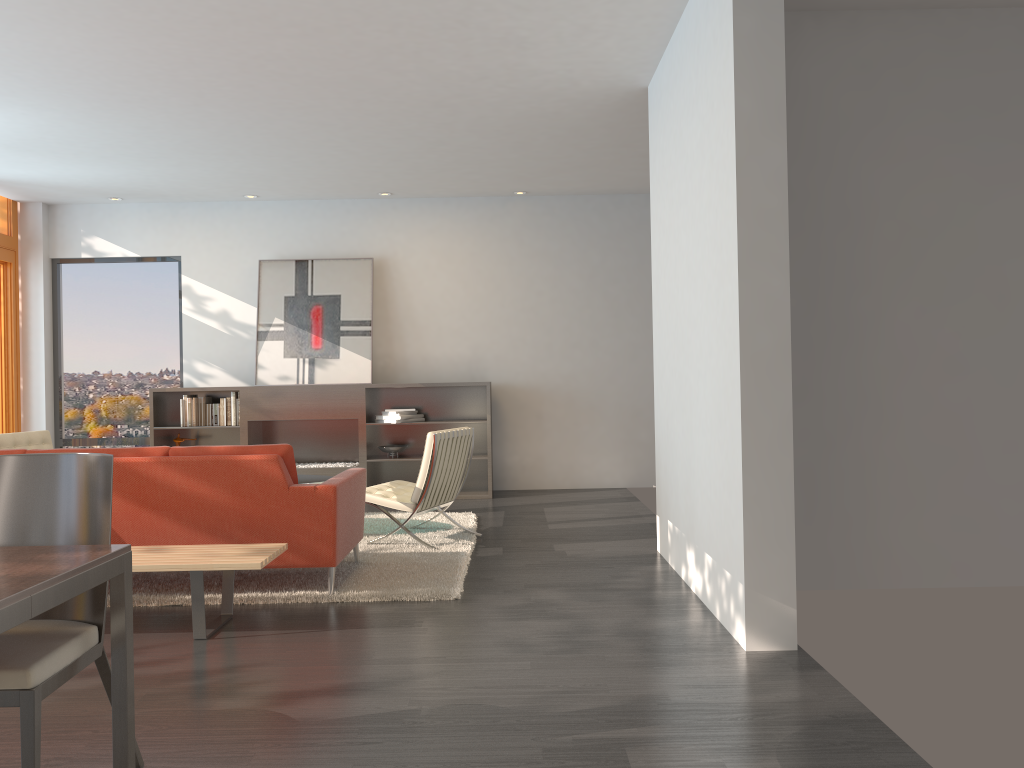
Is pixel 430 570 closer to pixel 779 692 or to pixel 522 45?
pixel 779 692

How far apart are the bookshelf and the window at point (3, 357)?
1.6m

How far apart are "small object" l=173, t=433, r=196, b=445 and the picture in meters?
1.0 m

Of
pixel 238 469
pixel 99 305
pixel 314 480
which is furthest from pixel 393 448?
pixel 238 469

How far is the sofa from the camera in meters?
4.6 m

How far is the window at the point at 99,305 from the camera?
9.6m

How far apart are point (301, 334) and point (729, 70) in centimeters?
628cm

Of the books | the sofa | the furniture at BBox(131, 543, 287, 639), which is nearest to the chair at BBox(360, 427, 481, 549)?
the sofa

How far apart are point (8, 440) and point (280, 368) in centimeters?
278cm

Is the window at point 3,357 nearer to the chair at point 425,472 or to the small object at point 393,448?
the small object at point 393,448
